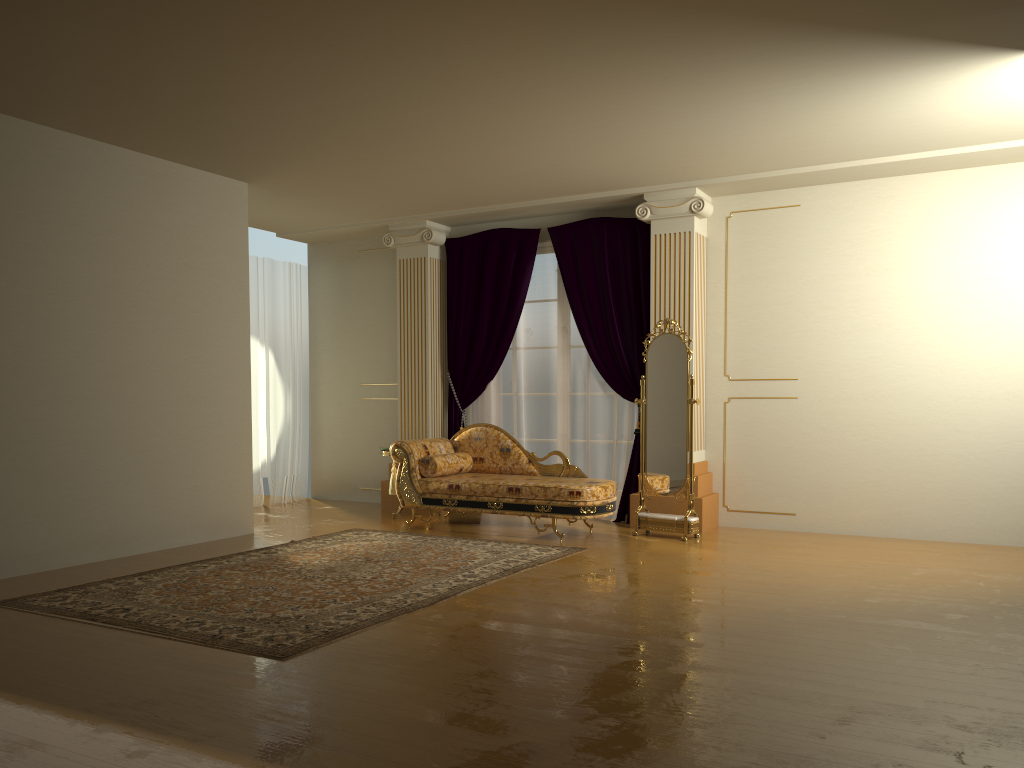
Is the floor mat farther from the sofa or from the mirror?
the mirror

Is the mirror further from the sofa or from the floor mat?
the floor mat

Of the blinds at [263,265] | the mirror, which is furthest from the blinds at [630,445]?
the blinds at [263,265]

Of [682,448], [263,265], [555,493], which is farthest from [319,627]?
[263,265]

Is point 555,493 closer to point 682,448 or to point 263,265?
point 682,448

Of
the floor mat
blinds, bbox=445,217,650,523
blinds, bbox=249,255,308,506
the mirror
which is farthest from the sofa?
blinds, bbox=249,255,308,506

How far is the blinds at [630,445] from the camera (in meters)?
7.62

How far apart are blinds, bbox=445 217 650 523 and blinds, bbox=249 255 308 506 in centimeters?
184cm

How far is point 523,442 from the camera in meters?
8.2 m

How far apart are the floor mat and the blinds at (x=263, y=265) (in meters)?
2.37
